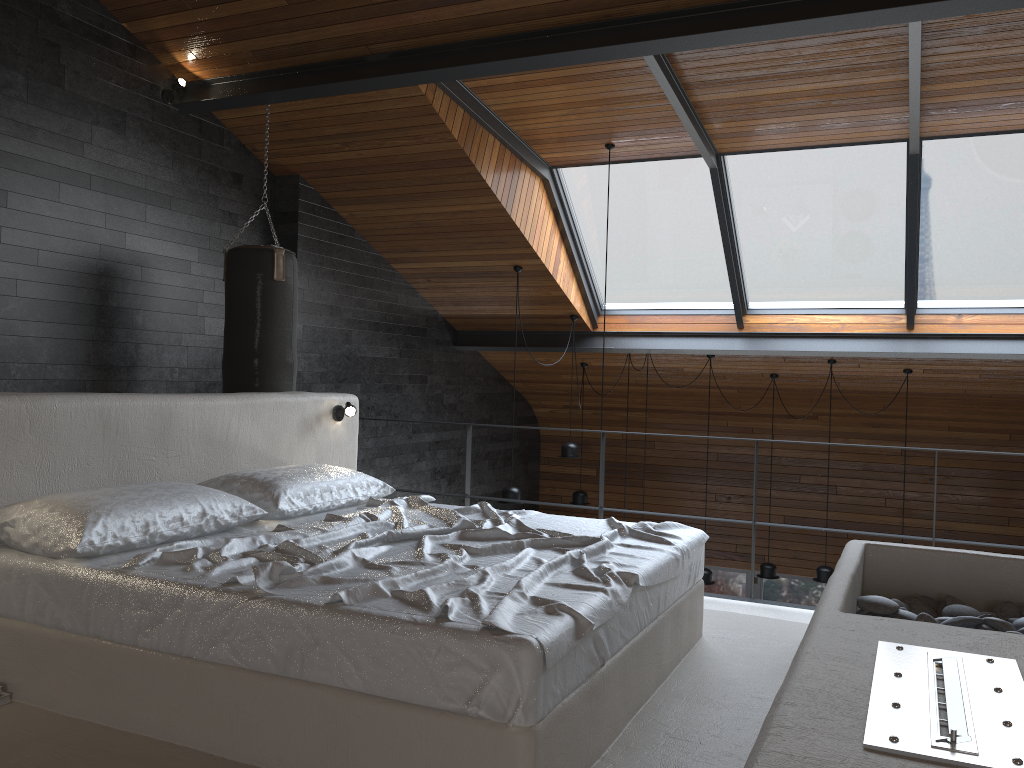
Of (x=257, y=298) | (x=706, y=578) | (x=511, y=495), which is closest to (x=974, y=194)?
(x=706, y=578)

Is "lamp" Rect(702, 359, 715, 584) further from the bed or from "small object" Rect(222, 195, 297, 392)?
the bed

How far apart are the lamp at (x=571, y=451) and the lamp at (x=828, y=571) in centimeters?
232cm

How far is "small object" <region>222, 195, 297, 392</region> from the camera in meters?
5.1

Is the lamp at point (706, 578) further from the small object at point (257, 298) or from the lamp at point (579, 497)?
the small object at point (257, 298)

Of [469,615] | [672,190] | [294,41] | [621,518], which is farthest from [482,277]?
[469,615]

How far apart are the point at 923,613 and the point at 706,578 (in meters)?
5.01

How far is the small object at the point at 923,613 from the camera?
3.0m

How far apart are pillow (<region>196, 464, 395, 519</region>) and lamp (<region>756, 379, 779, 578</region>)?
5.1m

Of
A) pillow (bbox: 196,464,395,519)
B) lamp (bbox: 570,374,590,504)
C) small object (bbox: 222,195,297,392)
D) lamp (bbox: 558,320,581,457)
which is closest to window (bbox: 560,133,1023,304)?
lamp (bbox: 558,320,581,457)
